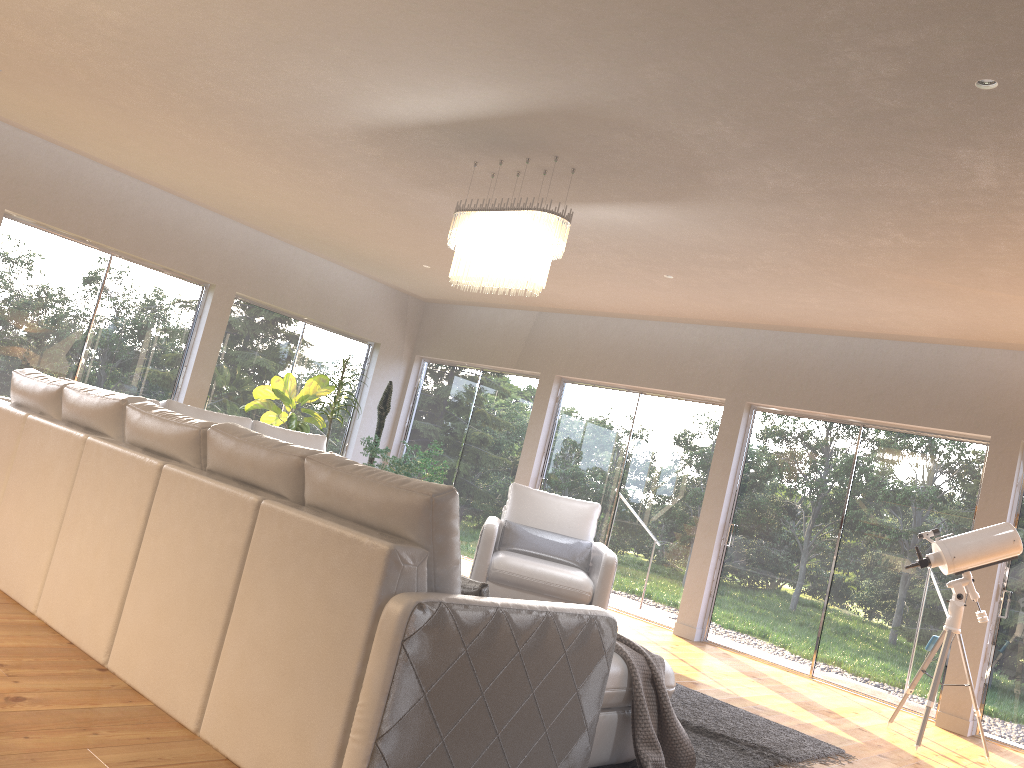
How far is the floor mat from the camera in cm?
406

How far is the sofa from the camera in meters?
2.4 m

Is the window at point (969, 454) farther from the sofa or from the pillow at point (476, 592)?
the pillow at point (476, 592)

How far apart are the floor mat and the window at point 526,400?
4.38m

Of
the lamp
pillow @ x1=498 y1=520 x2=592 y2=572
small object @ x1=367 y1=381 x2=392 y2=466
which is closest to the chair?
pillow @ x1=498 y1=520 x2=592 y2=572

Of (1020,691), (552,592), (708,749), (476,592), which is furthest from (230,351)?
(1020,691)

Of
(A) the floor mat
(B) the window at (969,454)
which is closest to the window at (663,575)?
(B) the window at (969,454)

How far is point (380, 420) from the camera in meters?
9.8 m

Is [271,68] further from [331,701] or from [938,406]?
[938,406]

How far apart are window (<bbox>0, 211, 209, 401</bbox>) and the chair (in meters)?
3.72
